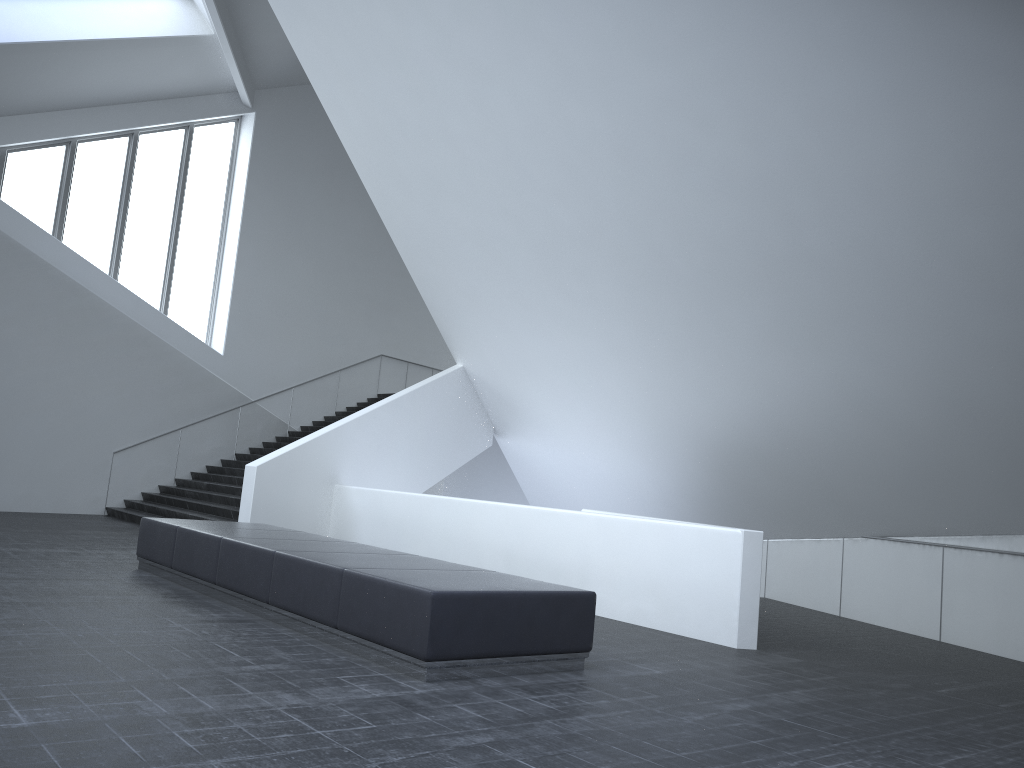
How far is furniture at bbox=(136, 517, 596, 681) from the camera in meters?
5.7

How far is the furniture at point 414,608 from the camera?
5.7m

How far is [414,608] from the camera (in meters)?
5.73
